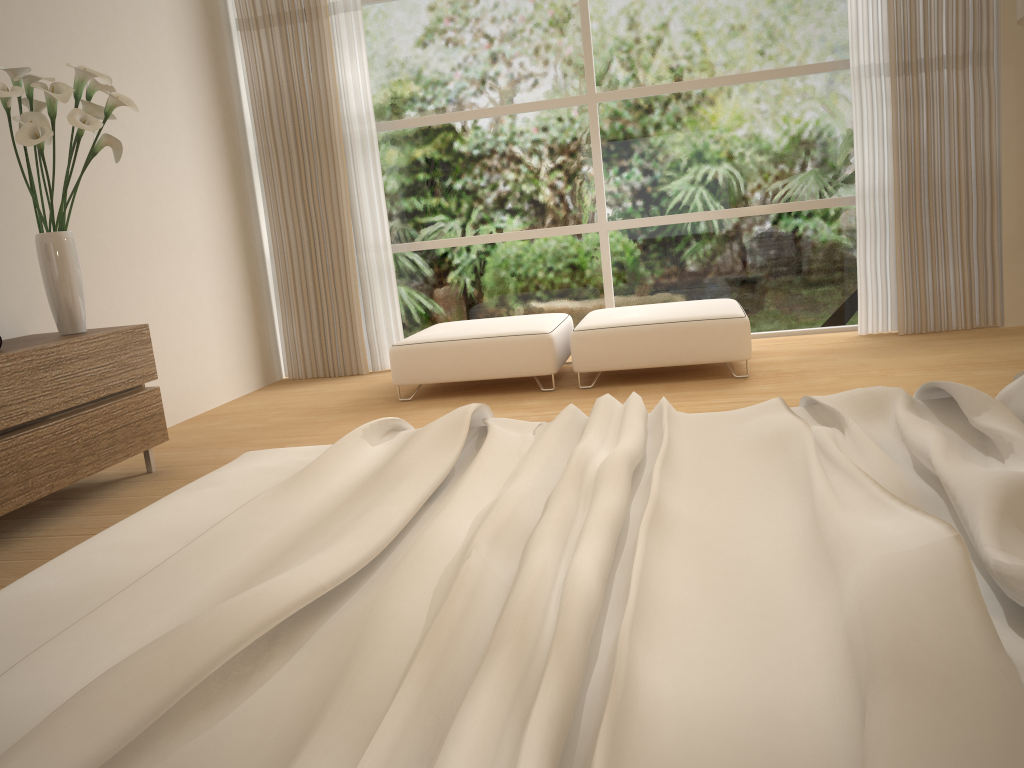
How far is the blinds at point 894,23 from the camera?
5.2 meters

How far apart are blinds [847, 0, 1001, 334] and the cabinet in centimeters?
417cm

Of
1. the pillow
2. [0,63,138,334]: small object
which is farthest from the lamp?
[0,63,138,334]: small object

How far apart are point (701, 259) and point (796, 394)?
2.03m

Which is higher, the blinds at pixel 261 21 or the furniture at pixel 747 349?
the blinds at pixel 261 21

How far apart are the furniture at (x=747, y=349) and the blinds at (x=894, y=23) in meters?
1.0 m

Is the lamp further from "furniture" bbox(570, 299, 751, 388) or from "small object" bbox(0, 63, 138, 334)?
"small object" bbox(0, 63, 138, 334)

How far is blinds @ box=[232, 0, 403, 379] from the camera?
5.9m

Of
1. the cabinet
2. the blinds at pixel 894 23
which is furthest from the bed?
the blinds at pixel 894 23

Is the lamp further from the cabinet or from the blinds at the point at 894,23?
the cabinet
